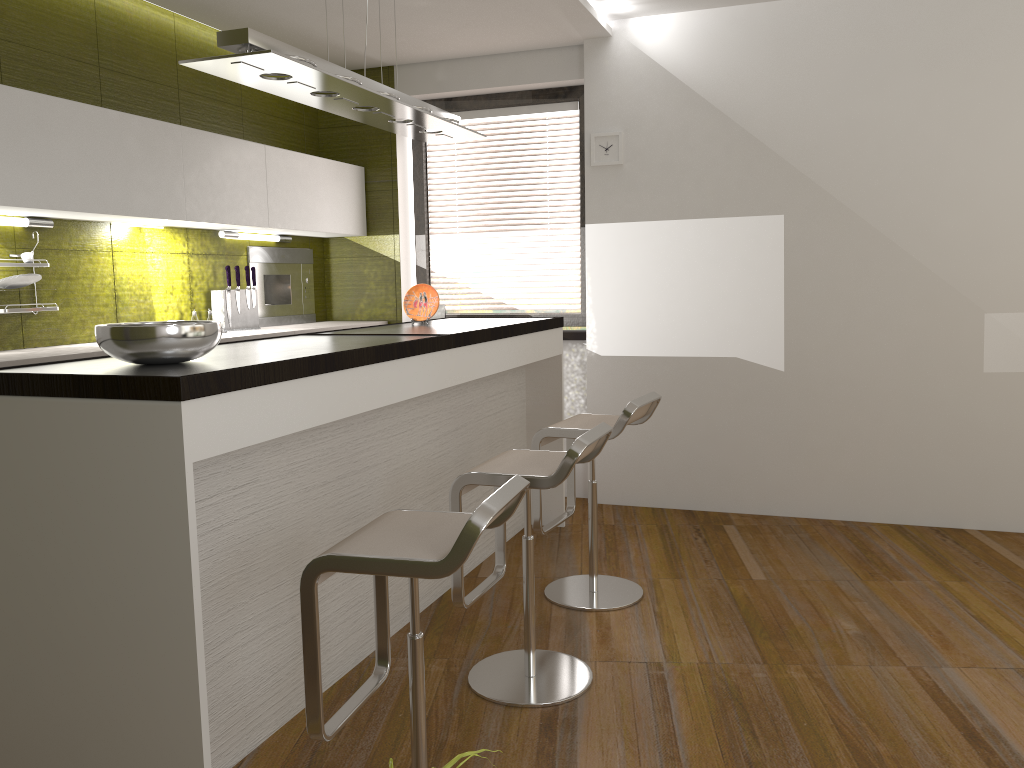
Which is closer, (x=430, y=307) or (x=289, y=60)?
(x=289, y=60)

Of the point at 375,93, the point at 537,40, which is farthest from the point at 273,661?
the point at 537,40

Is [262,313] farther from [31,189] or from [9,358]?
[9,358]

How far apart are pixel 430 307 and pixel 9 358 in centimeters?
176cm

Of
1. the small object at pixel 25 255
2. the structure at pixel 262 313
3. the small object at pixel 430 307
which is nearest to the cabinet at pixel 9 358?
the structure at pixel 262 313

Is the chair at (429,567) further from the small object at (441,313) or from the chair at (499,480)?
the small object at (441,313)

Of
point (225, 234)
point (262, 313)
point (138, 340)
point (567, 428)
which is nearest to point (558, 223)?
point (262, 313)

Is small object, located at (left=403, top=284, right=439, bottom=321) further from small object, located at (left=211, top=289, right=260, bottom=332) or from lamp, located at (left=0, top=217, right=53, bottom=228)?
lamp, located at (left=0, top=217, right=53, bottom=228)

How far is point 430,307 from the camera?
4.2 meters

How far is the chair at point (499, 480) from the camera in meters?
2.7
